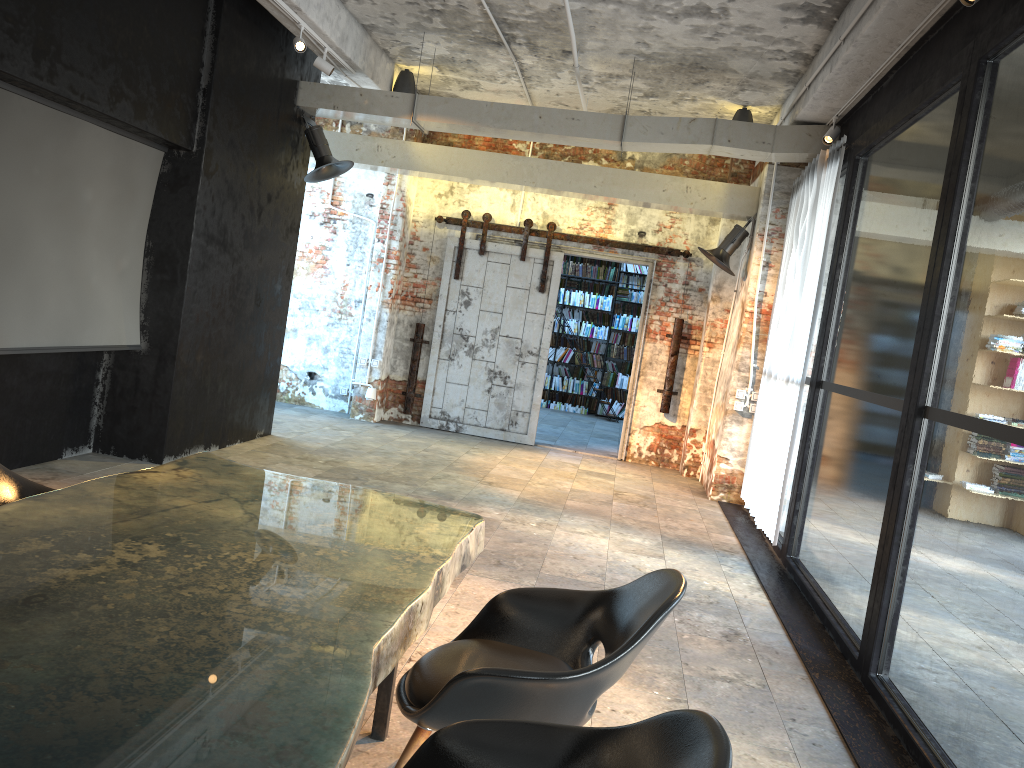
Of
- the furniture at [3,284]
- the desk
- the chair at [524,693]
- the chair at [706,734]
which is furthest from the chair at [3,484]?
the furniture at [3,284]

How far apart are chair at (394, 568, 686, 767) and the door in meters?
7.7

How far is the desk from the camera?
1.4m

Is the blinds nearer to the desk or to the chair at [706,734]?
the desk

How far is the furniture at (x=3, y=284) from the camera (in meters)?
5.21

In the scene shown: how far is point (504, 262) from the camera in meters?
10.7

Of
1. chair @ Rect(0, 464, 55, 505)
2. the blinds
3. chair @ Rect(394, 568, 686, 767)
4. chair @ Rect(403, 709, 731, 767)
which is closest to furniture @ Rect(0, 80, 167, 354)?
chair @ Rect(0, 464, 55, 505)

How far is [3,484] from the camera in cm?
311

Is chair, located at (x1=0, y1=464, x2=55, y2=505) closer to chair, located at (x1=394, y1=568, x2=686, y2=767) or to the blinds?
chair, located at (x1=394, y1=568, x2=686, y2=767)

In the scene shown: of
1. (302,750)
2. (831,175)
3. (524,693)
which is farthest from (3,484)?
(831,175)
